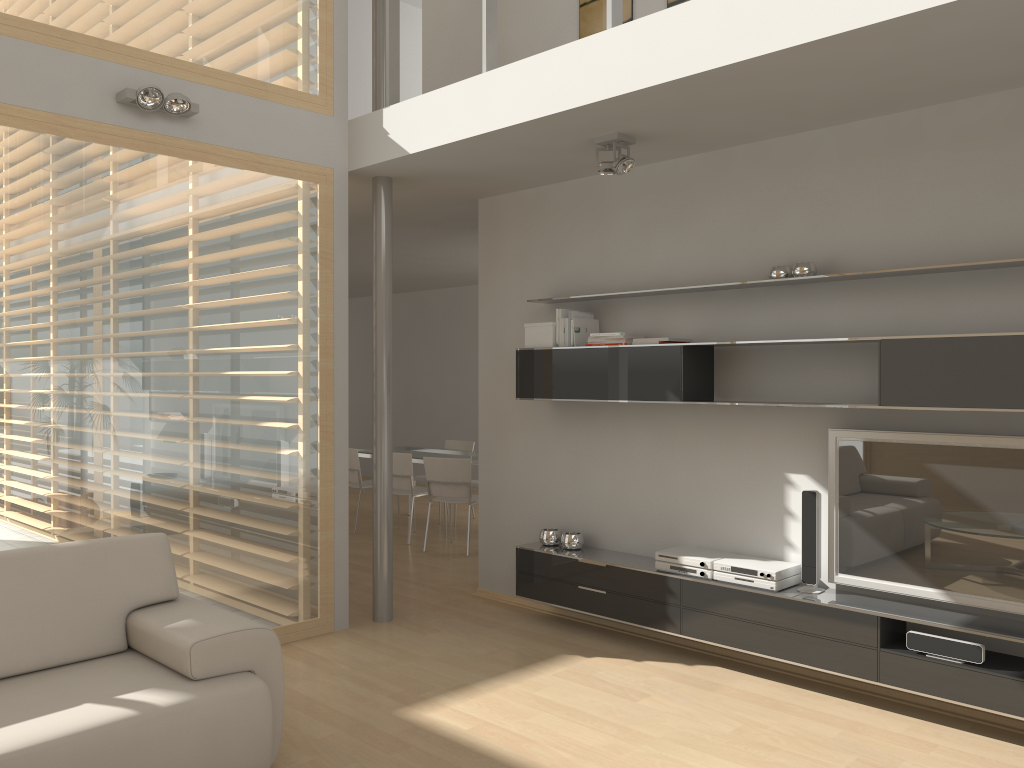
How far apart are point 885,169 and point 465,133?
2.0m

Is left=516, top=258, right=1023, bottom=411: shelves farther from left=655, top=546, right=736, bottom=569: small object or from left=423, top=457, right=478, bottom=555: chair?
left=423, top=457, right=478, bottom=555: chair

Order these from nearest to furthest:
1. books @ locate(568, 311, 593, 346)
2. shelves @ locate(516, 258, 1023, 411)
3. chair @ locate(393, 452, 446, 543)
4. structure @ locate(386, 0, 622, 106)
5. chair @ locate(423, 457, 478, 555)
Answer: shelves @ locate(516, 258, 1023, 411), structure @ locate(386, 0, 622, 106), books @ locate(568, 311, 593, 346), chair @ locate(423, 457, 478, 555), chair @ locate(393, 452, 446, 543)

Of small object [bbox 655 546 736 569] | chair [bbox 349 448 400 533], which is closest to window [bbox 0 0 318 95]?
small object [bbox 655 546 736 569]

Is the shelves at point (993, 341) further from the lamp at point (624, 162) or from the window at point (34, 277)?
the window at point (34, 277)

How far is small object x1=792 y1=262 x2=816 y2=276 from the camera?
4.2 meters

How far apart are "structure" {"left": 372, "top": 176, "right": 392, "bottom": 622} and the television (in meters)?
2.55

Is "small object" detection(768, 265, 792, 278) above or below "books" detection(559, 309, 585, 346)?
above

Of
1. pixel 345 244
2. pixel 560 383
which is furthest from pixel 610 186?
pixel 345 244

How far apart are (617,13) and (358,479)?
5.5m
